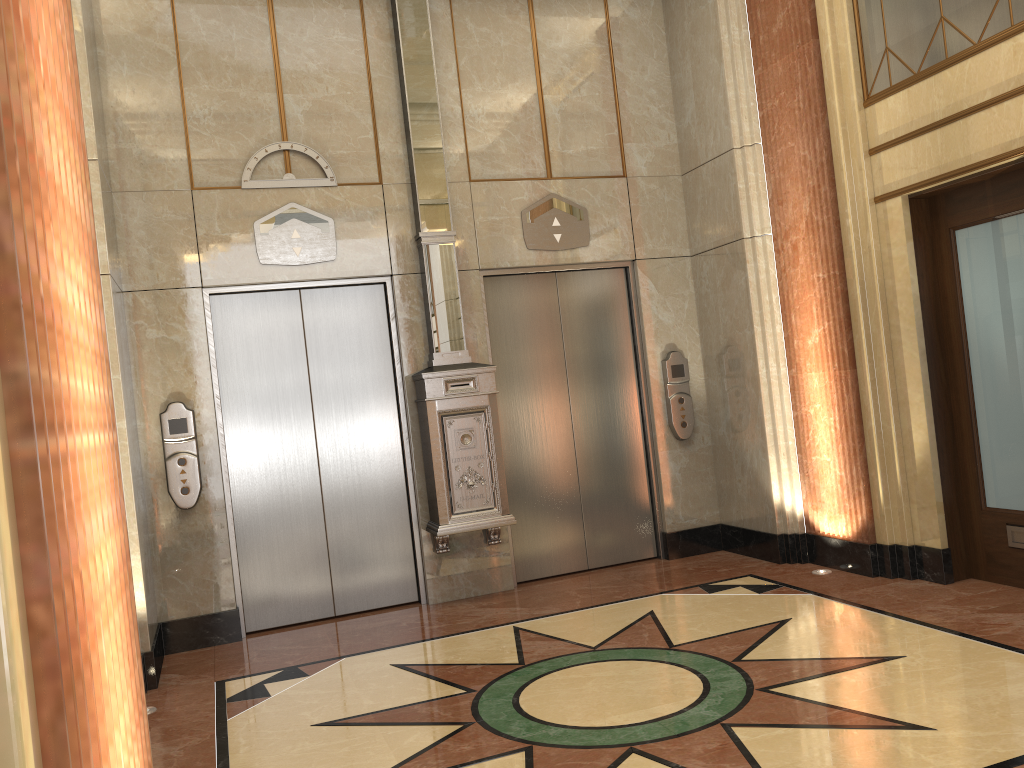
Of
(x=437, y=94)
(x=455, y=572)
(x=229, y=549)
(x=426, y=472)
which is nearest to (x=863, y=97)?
(x=437, y=94)

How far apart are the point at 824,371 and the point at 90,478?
5.3m
